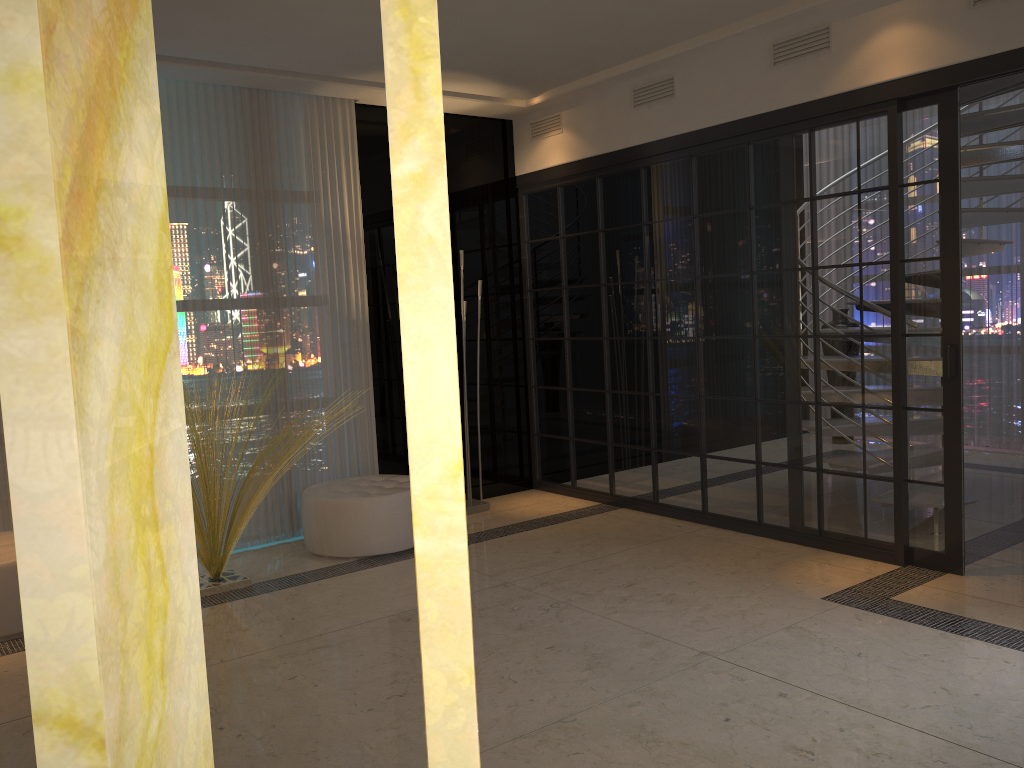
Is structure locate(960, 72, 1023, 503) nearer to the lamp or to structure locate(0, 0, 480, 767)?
the lamp

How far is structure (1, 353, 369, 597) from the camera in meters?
4.3 m

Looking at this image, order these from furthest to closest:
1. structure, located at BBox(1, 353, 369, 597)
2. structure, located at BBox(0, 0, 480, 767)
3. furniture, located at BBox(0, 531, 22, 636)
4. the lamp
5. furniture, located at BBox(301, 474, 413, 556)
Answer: the lamp
furniture, located at BBox(301, 474, 413, 556)
structure, located at BBox(1, 353, 369, 597)
furniture, located at BBox(0, 531, 22, 636)
structure, located at BBox(0, 0, 480, 767)

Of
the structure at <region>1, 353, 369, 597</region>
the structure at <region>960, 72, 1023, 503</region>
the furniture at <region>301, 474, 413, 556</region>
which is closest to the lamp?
the furniture at <region>301, 474, 413, 556</region>

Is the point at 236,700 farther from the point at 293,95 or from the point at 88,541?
the point at 293,95

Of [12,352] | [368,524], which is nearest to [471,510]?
[368,524]

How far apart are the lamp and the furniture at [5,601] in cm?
258

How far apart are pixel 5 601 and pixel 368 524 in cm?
170

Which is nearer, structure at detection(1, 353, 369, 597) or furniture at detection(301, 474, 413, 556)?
structure at detection(1, 353, 369, 597)

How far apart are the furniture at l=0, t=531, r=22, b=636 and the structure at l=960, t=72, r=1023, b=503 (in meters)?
5.14
